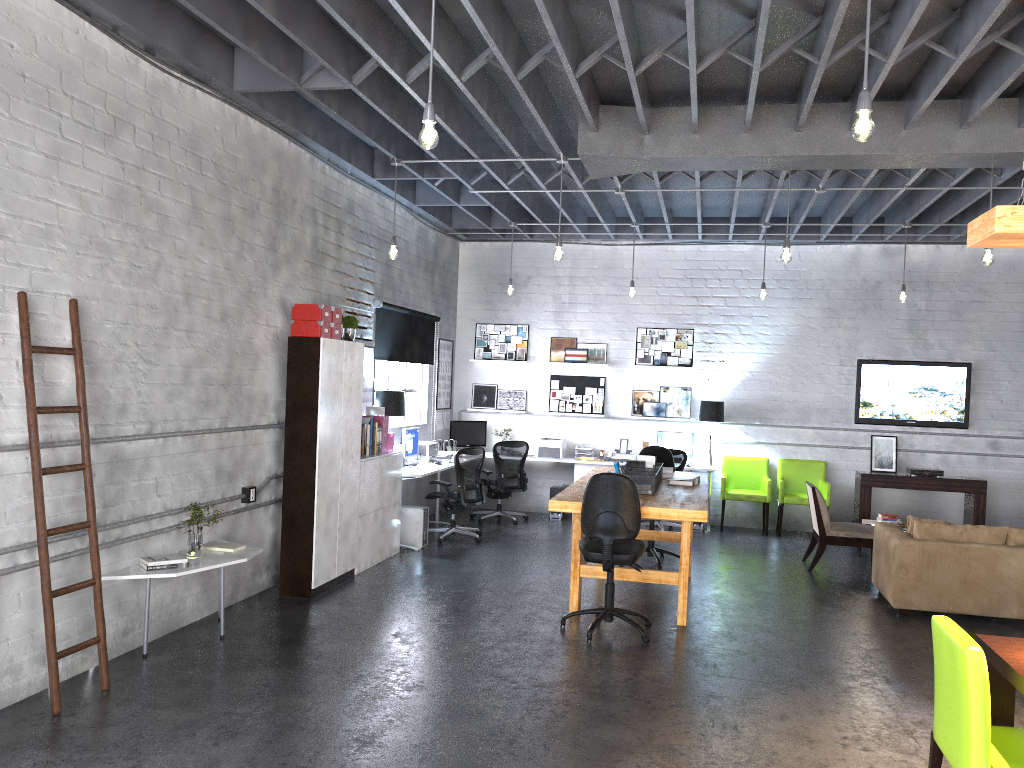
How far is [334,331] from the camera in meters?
7.2 m

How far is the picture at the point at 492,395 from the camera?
12.1m

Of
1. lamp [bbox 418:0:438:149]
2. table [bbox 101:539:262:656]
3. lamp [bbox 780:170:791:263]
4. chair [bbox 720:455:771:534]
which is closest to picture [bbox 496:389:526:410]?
chair [bbox 720:455:771:534]

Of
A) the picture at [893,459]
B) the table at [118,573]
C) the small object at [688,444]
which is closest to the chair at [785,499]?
the picture at [893,459]

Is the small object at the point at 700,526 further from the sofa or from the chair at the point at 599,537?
the chair at the point at 599,537

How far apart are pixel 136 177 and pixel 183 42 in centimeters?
91cm

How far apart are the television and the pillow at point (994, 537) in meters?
4.1 m

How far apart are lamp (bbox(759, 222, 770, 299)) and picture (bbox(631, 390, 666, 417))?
2.18m

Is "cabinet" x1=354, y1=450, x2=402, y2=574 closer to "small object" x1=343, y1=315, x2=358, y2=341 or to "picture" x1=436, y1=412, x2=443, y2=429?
"small object" x1=343, y1=315, x2=358, y2=341

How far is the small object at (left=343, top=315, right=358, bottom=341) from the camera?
7.7m
